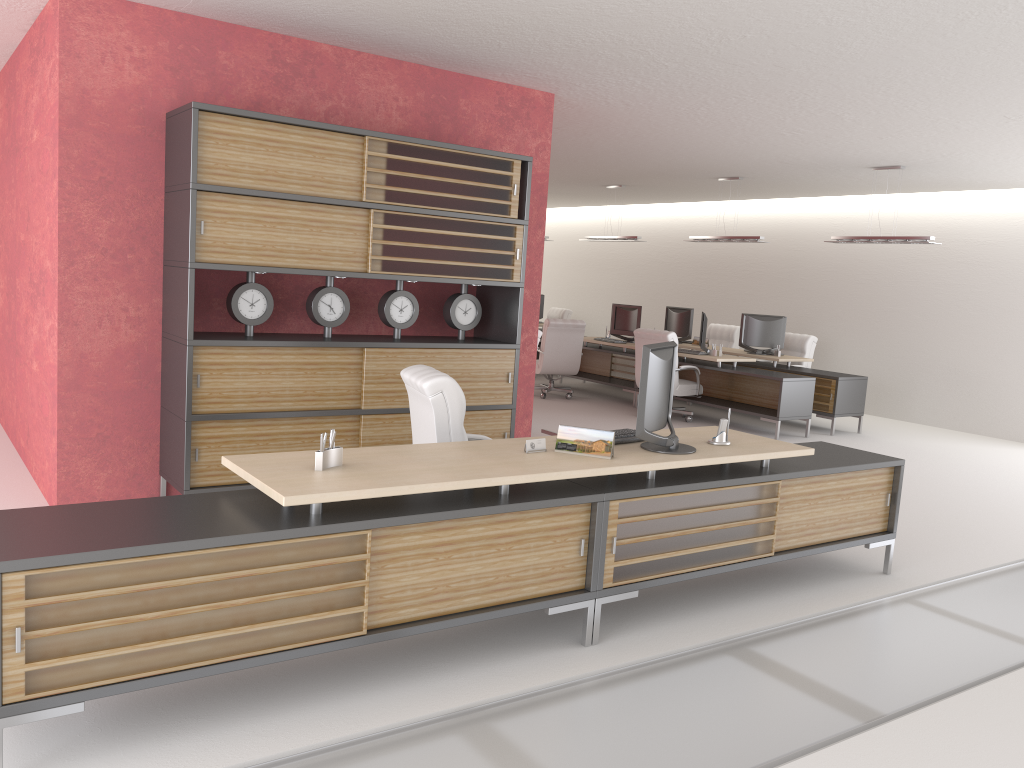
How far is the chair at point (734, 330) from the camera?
20.14m

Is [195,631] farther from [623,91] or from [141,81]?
[623,91]

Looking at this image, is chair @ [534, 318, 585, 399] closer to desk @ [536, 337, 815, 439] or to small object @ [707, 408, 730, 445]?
desk @ [536, 337, 815, 439]

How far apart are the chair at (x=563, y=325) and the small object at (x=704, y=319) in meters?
2.6

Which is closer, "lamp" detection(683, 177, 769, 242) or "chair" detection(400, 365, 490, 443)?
"chair" detection(400, 365, 490, 443)

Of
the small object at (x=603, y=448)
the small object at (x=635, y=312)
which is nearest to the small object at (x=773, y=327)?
the small object at (x=635, y=312)

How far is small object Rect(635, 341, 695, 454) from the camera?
6.24m

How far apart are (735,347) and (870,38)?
13.1 meters

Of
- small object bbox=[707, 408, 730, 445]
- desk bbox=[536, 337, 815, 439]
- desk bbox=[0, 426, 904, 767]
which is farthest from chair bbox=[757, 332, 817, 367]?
small object bbox=[707, 408, 730, 445]

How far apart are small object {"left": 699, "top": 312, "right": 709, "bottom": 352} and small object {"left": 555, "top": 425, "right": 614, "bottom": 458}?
10.47m
